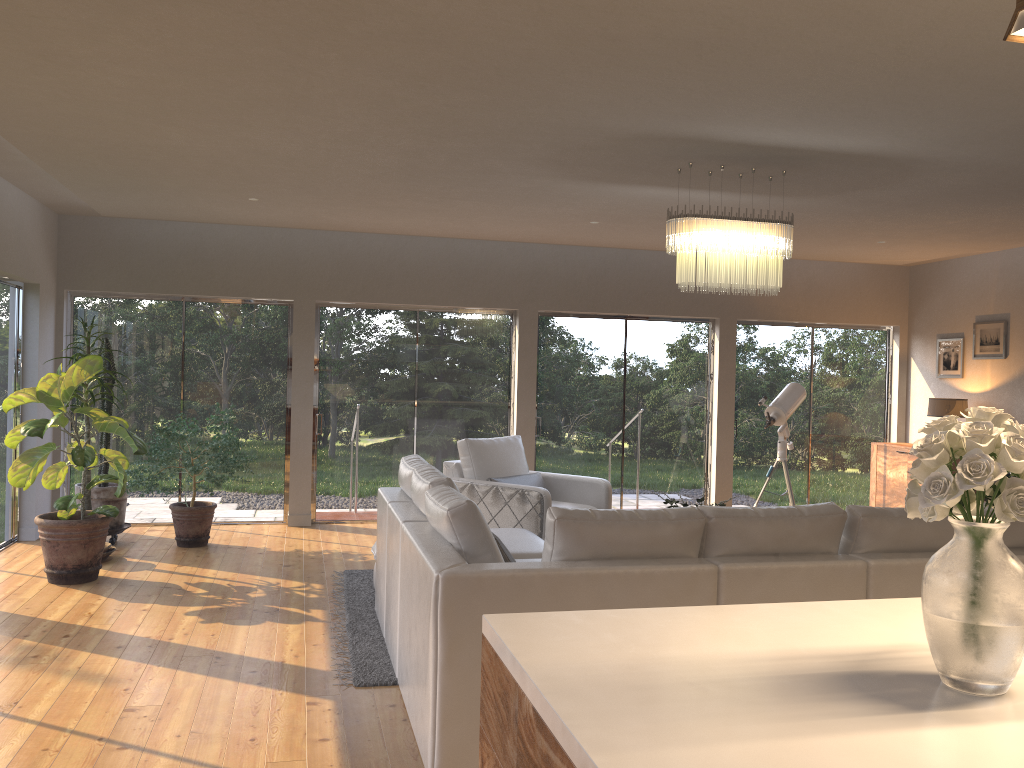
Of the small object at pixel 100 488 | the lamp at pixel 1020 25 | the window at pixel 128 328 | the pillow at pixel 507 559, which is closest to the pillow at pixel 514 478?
the window at pixel 128 328

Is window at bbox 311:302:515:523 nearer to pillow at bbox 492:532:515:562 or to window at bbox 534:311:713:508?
→ window at bbox 534:311:713:508

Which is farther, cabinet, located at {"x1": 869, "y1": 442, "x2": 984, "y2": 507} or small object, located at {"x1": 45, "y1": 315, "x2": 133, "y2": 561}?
cabinet, located at {"x1": 869, "y1": 442, "x2": 984, "y2": 507}

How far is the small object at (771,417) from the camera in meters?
8.3 m

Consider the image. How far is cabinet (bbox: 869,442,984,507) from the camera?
9.2 meters

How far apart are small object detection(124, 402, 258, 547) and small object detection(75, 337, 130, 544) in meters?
0.2

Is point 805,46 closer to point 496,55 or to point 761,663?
point 496,55

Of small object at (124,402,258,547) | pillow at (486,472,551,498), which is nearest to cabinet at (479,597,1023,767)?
pillow at (486,472,551,498)

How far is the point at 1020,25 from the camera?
1.4 meters

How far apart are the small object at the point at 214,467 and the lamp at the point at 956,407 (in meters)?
6.55
